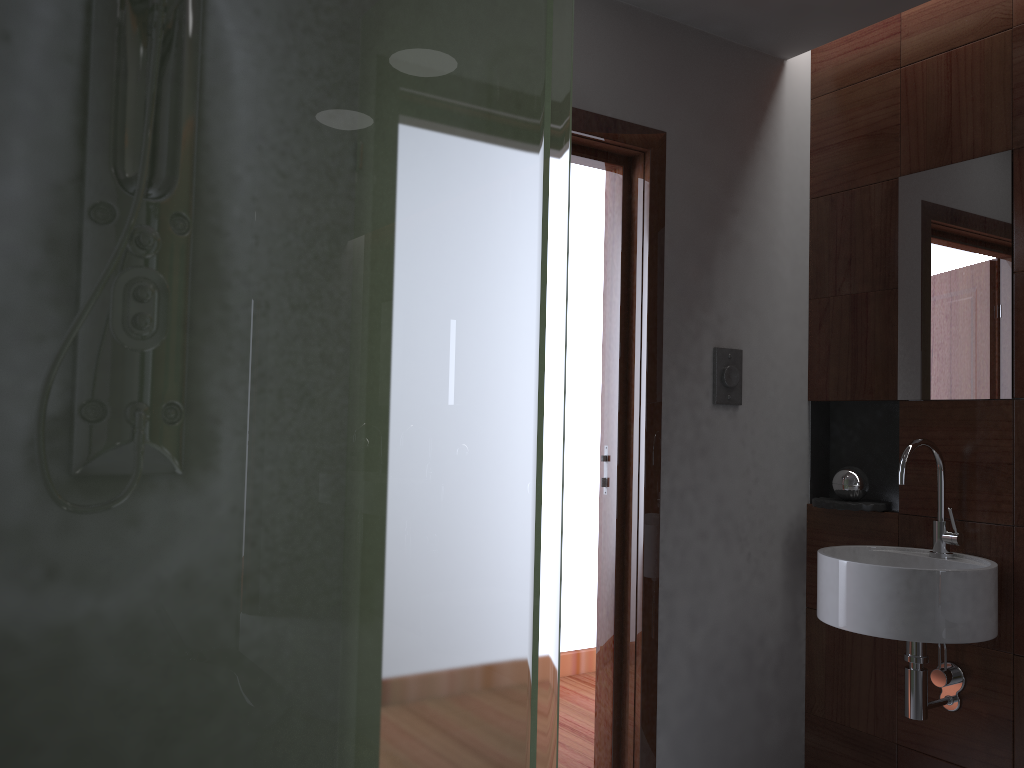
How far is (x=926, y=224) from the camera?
2.4 meters

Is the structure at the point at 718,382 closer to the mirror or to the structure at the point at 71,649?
the mirror

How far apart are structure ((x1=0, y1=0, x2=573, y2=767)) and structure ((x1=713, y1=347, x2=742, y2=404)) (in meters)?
1.30

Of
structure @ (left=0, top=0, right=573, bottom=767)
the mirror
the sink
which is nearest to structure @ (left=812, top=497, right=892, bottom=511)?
the sink

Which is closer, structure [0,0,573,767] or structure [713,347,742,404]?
structure [0,0,573,767]

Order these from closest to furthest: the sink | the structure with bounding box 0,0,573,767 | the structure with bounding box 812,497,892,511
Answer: the structure with bounding box 0,0,573,767, the sink, the structure with bounding box 812,497,892,511

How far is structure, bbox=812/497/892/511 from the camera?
2.5m

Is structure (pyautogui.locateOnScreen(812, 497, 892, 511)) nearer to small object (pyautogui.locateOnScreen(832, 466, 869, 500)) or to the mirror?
small object (pyautogui.locateOnScreen(832, 466, 869, 500))

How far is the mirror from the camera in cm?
227

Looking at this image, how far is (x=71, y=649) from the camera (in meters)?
0.96
